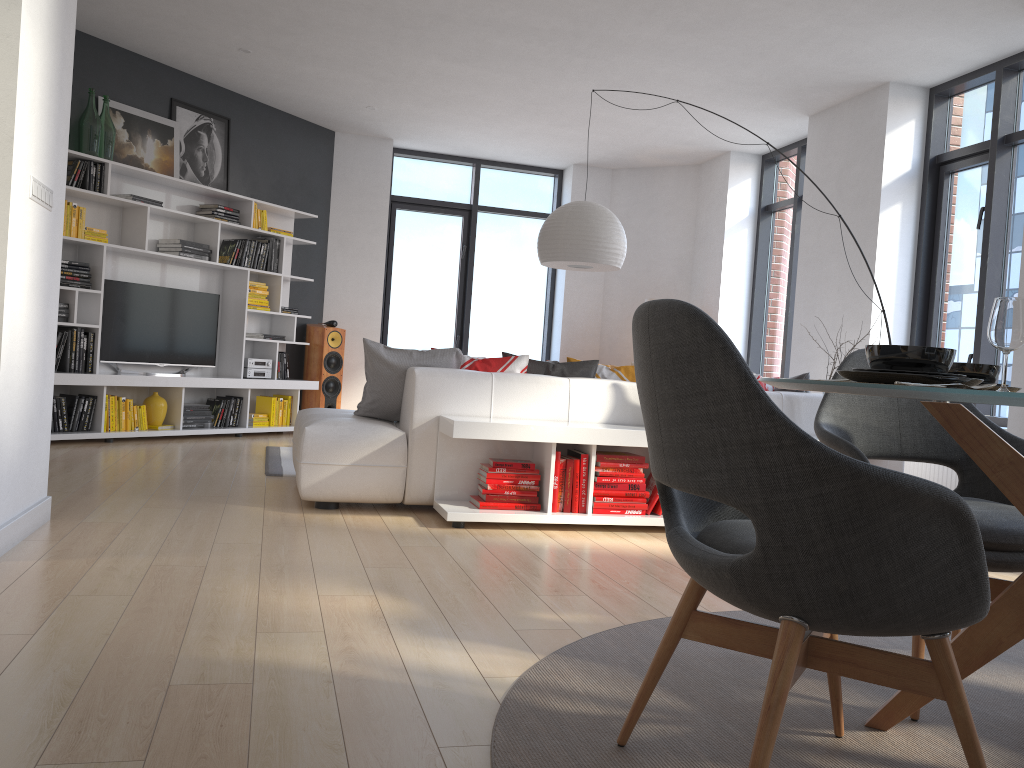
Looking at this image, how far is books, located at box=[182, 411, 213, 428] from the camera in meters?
7.1 m

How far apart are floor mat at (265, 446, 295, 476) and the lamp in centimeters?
210cm

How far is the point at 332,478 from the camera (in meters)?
4.25

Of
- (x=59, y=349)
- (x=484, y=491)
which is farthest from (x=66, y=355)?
(x=484, y=491)

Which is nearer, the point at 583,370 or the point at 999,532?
the point at 999,532

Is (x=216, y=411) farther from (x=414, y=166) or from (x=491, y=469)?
(x=491, y=469)

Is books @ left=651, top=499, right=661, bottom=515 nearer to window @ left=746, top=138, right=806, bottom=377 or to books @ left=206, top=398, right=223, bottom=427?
window @ left=746, top=138, right=806, bottom=377

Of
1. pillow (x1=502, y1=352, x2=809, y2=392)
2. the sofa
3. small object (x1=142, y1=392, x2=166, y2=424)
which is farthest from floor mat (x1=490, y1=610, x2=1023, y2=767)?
small object (x1=142, y1=392, x2=166, y2=424)

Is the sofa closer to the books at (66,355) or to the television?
the books at (66,355)

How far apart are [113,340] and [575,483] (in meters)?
4.26
